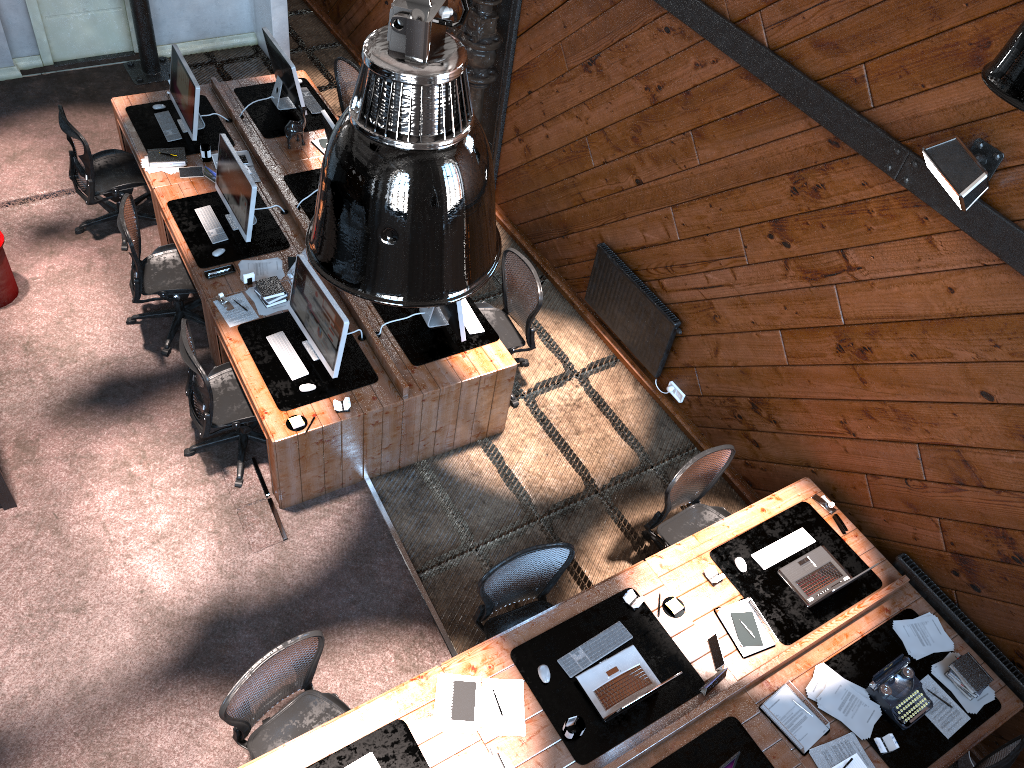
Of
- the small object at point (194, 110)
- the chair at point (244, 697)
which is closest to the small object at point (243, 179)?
the small object at point (194, 110)

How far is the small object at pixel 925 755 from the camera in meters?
4.6

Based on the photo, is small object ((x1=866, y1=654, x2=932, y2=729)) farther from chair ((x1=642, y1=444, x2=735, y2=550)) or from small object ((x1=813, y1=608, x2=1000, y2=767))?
chair ((x1=642, y1=444, x2=735, y2=550))

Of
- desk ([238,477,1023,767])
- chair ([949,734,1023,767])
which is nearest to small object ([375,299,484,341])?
desk ([238,477,1023,767])

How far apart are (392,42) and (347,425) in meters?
4.2 m

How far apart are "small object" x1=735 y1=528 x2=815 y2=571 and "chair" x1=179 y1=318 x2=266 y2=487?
3.2 meters

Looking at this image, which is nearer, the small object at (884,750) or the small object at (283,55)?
the small object at (884,750)

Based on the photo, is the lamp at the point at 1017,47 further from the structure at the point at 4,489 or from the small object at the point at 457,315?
Answer: the structure at the point at 4,489

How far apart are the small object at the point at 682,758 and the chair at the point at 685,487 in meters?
1.2 m

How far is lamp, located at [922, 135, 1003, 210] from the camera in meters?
4.1
